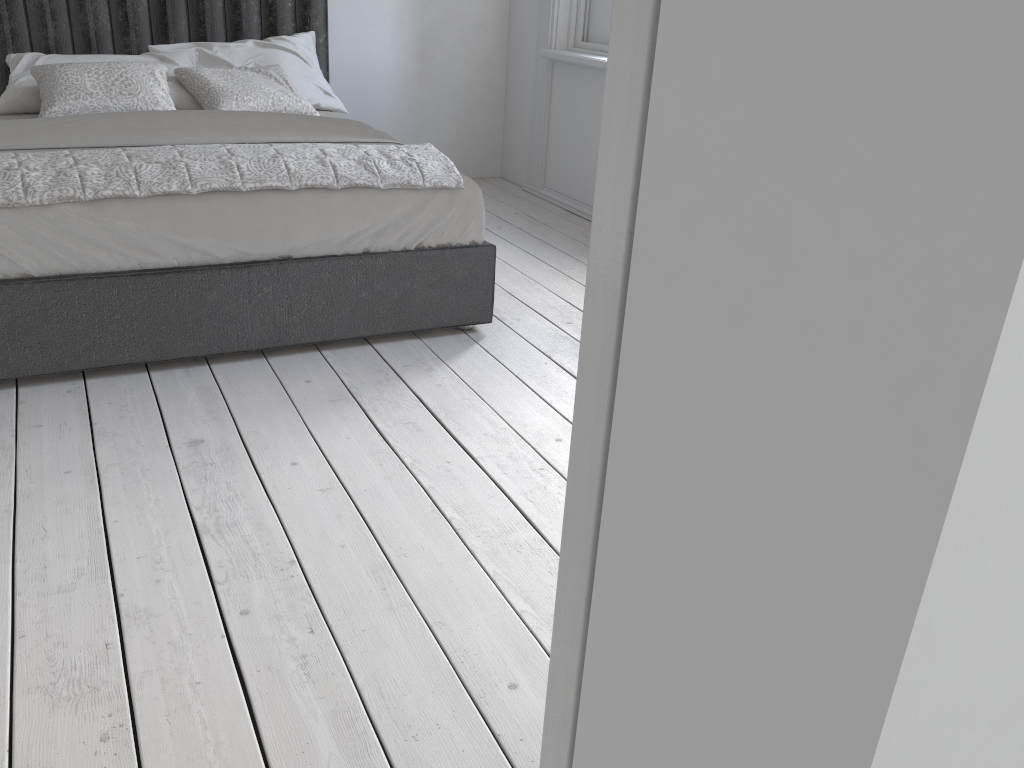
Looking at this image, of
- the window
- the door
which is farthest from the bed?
the door

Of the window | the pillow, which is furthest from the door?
the window

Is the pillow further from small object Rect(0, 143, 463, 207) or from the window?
the window

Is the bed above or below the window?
below

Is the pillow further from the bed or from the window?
the window

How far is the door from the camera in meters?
0.5 m

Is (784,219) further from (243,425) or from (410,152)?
(410,152)

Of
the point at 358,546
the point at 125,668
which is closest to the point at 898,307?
the point at 125,668

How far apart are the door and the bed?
2.2m

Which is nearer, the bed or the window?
the bed
